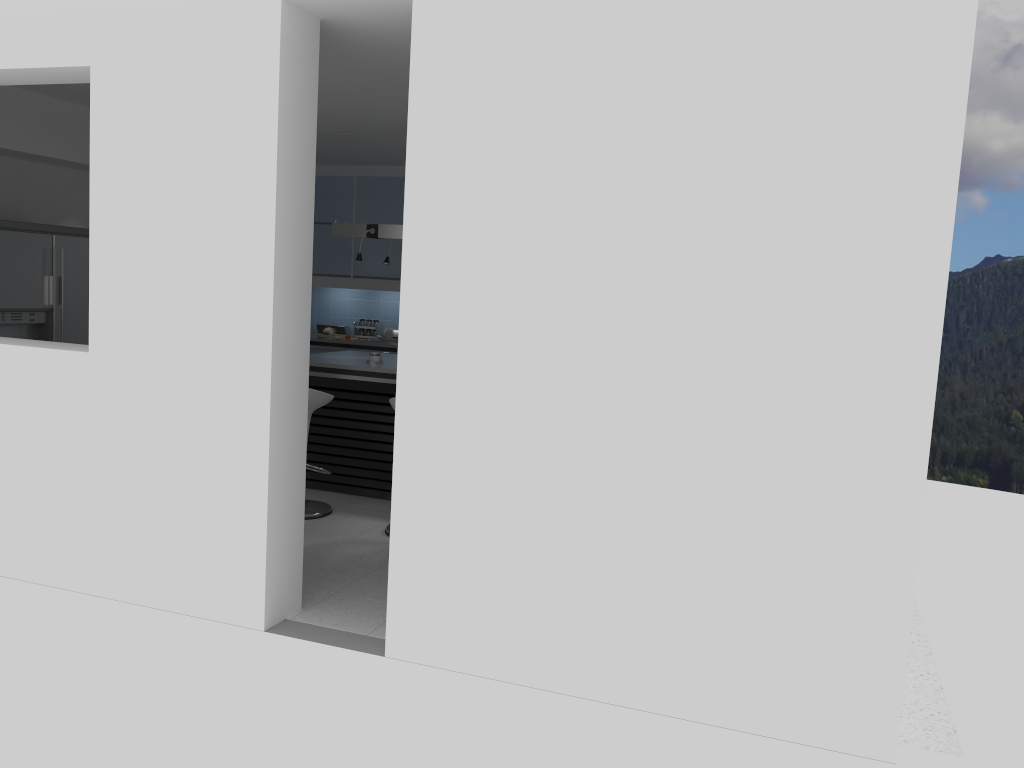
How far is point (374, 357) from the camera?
6.6m

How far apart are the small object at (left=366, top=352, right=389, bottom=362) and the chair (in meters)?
0.80

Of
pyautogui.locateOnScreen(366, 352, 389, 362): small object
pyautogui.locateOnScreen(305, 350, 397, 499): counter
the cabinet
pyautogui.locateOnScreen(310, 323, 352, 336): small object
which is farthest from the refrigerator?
pyautogui.locateOnScreen(310, 323, 352, 336): small object

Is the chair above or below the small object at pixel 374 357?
below

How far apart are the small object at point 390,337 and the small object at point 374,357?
2.6m

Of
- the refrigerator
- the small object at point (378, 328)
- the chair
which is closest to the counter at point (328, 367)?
the chair

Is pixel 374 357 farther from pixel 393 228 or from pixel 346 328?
pixel 346 328

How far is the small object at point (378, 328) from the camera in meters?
9.3 m

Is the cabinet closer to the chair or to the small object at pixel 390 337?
the small object at pixel 390 337

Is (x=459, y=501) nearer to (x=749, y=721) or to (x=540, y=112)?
(x=749, y=721)
